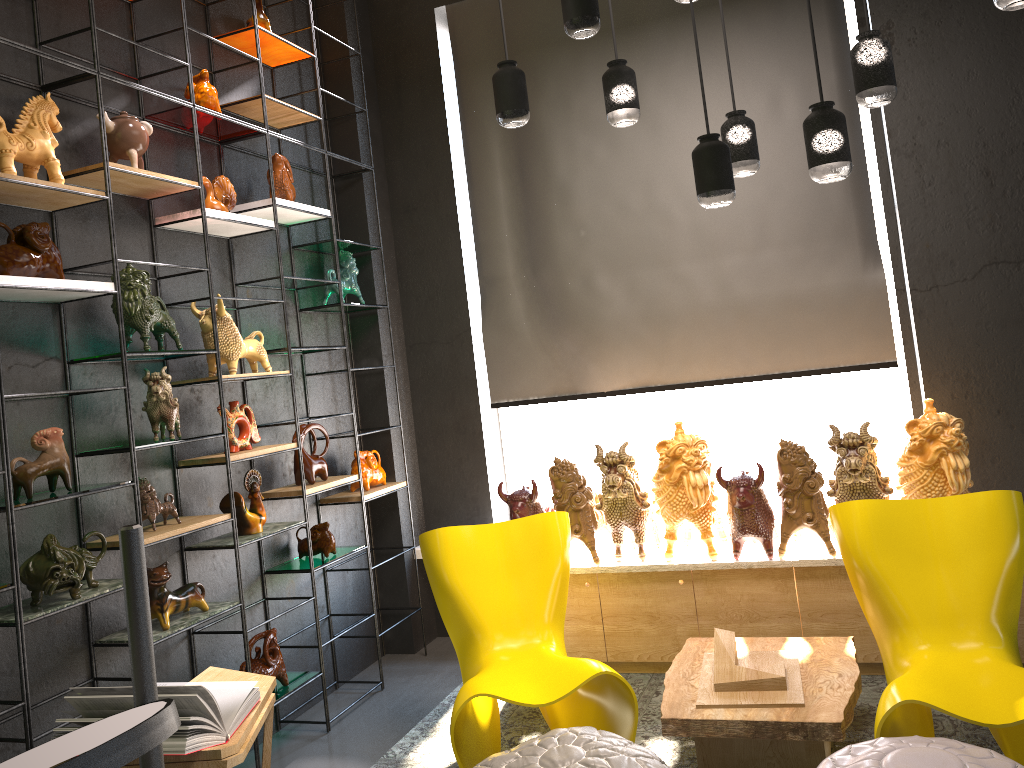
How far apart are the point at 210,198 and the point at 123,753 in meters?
3.5 m

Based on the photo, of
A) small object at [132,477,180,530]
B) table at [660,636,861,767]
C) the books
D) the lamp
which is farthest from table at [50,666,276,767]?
the lamp

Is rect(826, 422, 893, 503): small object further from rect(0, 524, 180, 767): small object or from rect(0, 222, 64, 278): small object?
rect(0, 524, 180, 767): small object

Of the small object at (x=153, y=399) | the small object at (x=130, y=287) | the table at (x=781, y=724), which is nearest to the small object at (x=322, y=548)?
the small object at (x=153, y=399)

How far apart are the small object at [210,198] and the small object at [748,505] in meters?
2.5

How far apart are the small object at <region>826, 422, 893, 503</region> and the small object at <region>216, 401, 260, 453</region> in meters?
2.5

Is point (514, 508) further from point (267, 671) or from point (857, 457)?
point (857, 457)

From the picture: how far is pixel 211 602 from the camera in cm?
361

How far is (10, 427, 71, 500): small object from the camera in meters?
2.8

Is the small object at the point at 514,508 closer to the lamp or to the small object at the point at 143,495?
the small object at the point at 143,495
